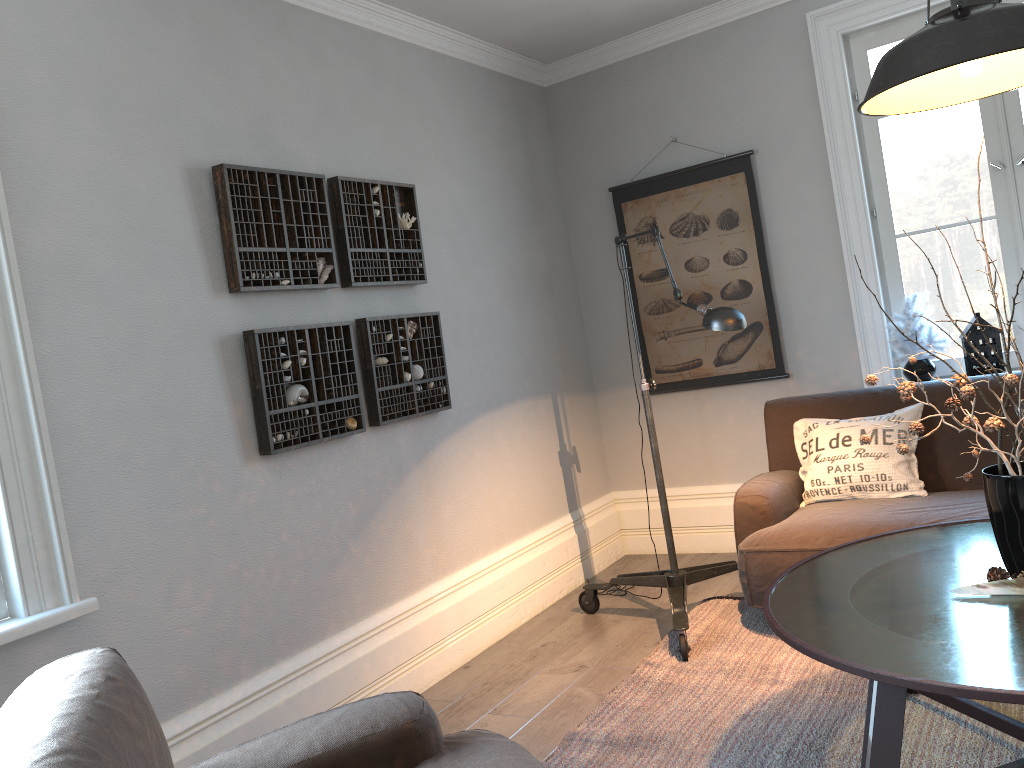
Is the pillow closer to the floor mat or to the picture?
the floor mat

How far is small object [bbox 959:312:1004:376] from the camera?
3.81m

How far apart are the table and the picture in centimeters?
176cm

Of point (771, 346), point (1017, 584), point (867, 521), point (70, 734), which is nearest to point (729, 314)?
point (867, 521)

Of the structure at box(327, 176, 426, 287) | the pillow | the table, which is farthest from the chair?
the pillow

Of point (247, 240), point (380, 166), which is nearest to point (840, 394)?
point (380, 166)

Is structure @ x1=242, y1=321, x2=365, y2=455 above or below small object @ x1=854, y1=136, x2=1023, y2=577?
above

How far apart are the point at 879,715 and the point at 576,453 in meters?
2.9

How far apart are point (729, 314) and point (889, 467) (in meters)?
0.99

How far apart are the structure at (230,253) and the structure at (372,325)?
0.18m
